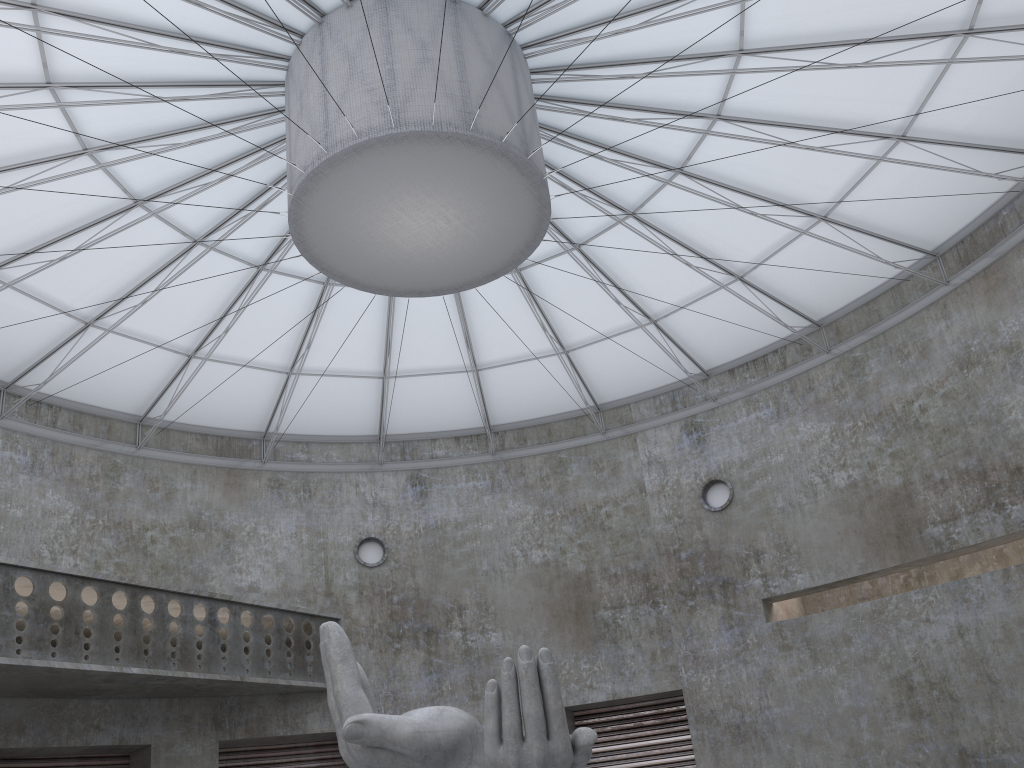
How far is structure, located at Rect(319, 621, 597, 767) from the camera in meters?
16.1

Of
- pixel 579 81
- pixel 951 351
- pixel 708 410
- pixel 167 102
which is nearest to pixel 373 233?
pixel 167 102

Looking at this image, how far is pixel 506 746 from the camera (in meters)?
16.13

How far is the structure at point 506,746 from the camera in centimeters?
1613cm
